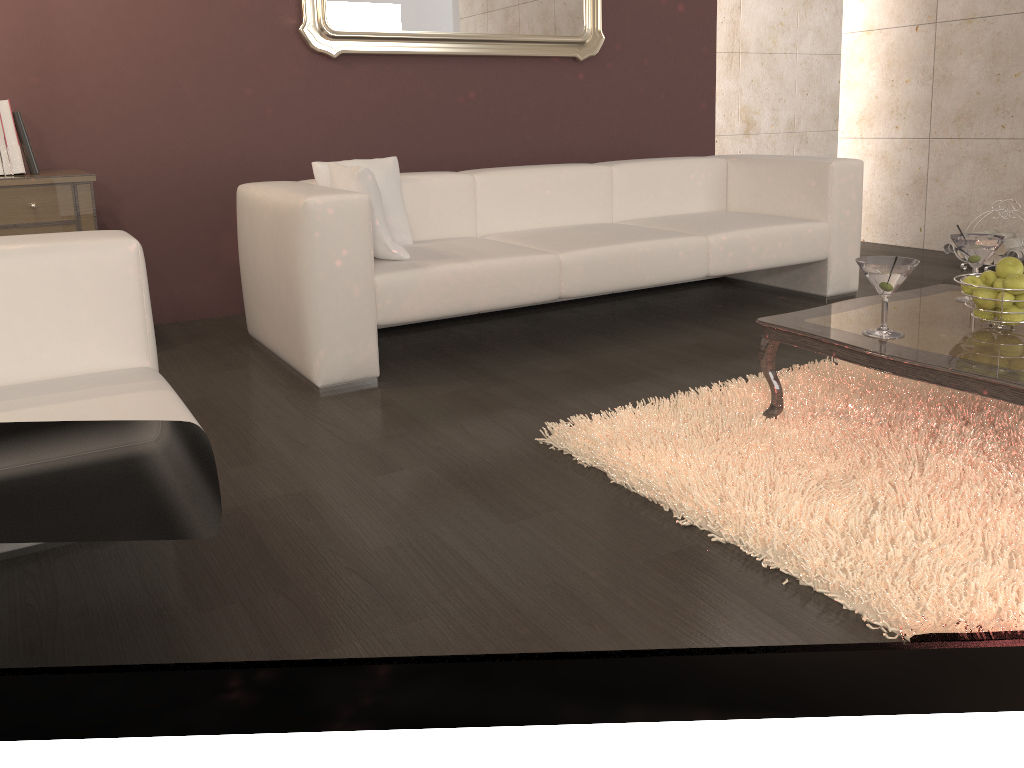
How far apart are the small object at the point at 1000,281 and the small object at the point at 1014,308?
0.1 meters

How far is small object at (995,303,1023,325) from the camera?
2.2m

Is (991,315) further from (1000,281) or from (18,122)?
(18,122)

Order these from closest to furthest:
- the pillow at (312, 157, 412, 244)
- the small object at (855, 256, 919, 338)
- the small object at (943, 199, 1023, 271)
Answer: the small object at (855, 256, 919, 338) → the pillow at (312, 157, 412, 244) → the small object at (943, 199, 1023, 271)

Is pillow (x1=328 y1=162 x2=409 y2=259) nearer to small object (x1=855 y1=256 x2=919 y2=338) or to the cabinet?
the cabinet

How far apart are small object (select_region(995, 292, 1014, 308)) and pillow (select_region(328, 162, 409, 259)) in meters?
1.9 m

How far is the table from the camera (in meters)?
1.95

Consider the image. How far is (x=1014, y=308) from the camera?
2.2m

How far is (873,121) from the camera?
5.7 meters

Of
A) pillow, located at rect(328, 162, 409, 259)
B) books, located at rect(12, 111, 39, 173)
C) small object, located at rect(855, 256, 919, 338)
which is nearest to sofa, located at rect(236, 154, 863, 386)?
pillow, located at rect(328, 162, 409, 259)
